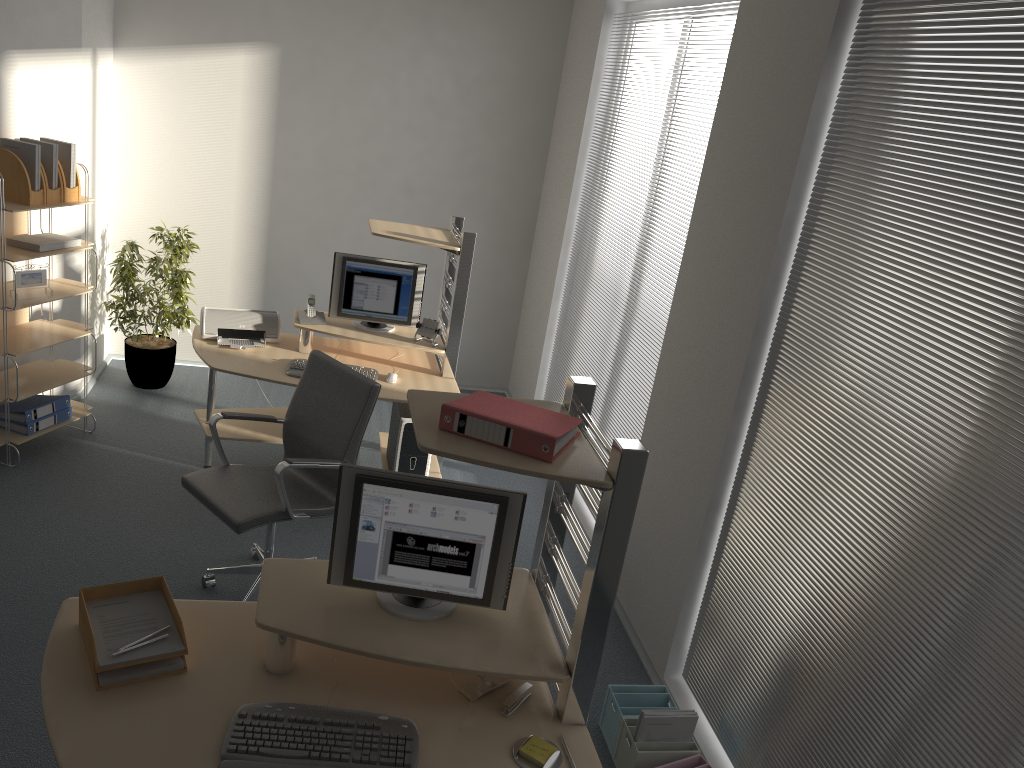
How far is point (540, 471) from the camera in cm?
220

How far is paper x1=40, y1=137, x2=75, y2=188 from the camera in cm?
467

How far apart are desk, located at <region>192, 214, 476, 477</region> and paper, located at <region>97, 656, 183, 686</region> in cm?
229

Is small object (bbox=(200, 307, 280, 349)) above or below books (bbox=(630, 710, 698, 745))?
above

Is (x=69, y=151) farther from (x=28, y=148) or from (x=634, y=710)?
(x=634, y=710)

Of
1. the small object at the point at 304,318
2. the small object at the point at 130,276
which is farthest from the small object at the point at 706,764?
the small object at the point at 130,276

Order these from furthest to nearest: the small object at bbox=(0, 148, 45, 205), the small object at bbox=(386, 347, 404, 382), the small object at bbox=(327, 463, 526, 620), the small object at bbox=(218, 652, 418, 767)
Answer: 1. the small object at bbox=(386, 347, 404, 382)
2. the small object at bbox=(0, 148, 45, 205)
3. the small object at bbox=(327, 463, 526, 620)
4. the small object at bbox=(218, 652, 418, 767)

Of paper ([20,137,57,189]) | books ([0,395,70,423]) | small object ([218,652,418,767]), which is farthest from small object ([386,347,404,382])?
small object ([218,652,418,767])

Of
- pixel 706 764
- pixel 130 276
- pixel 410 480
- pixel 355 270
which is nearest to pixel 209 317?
pixel 355 270

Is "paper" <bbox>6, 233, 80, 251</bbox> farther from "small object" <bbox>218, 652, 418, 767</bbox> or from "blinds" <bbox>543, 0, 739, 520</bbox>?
"small object" <bbox>218, 652, 418, 767</bbox>
